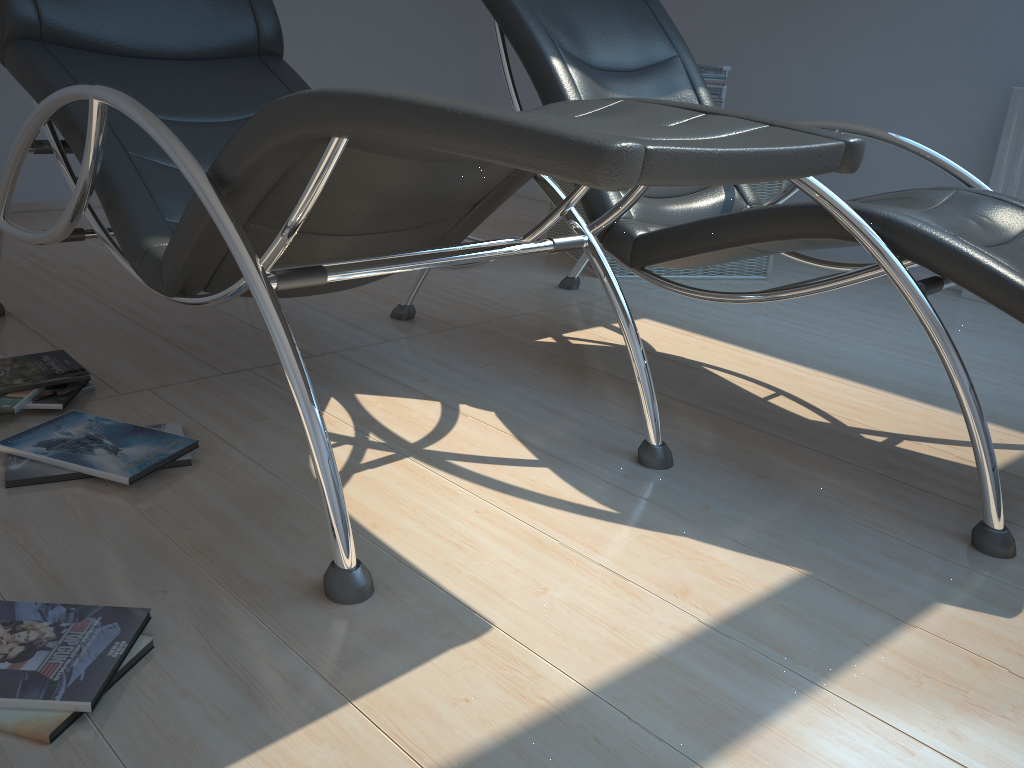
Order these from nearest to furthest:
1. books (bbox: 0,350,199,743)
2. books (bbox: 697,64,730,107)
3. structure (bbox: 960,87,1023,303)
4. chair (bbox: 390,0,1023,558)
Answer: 1. books (bbox: 0,350,199,743)
2. chair (bbox: 390,0,1023,558)
3. structure (bbox: 960,87,1023,303)
4. books (bbox: 697,64,730,107)

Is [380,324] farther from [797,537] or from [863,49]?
[863,49]

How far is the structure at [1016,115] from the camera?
3.27m

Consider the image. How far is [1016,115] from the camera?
3.3 meters

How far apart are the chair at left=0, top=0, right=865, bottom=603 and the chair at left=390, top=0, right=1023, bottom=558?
0.20m

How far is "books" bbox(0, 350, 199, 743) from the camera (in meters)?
1.04

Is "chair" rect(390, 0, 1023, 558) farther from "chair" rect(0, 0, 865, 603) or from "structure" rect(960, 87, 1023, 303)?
"structure" rect(960, 87, 1023, 303)

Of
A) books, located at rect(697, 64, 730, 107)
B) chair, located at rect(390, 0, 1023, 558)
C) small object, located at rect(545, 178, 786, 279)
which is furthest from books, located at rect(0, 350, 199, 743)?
books, located at rect(697, 64, 730, 107)

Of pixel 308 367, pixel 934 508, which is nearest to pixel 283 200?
pixel 308 367

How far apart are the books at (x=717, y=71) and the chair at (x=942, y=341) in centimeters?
80cm
